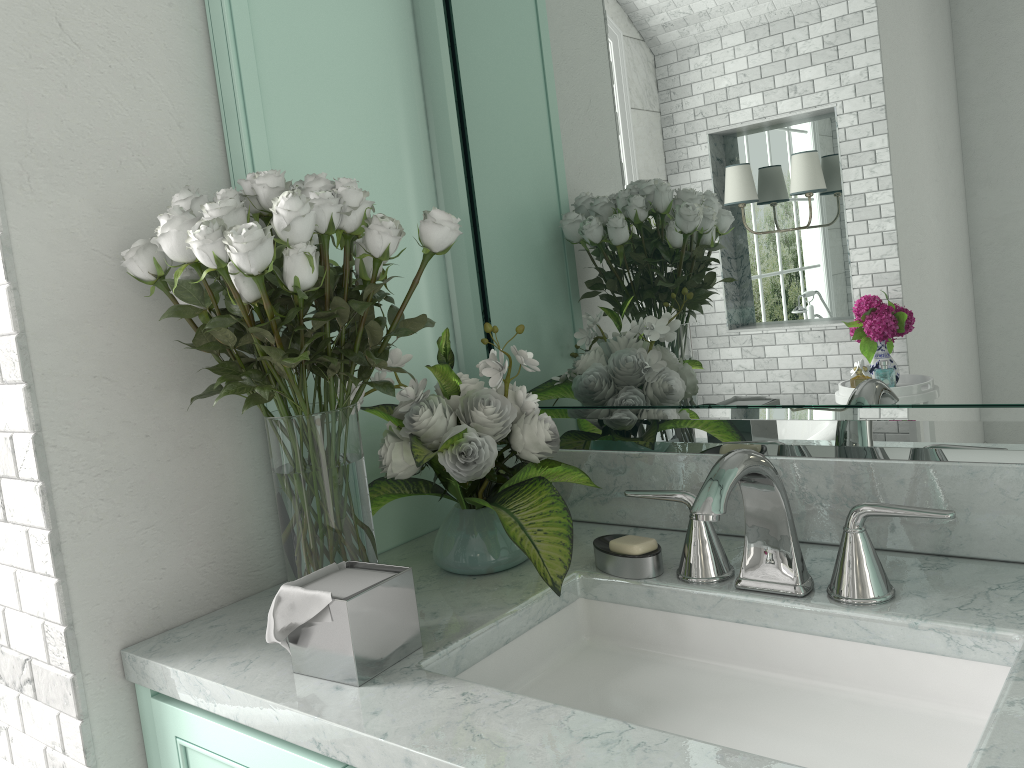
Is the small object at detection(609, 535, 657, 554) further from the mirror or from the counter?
the mirror

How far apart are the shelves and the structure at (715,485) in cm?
66

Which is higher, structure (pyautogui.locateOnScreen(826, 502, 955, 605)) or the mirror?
the mirror

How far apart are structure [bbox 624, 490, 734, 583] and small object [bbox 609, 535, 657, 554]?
0.1 meters

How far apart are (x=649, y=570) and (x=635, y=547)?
0.0 meters

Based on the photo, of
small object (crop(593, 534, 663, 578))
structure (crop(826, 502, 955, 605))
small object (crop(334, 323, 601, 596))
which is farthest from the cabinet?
structure (crop(826, 502, 955, 605))

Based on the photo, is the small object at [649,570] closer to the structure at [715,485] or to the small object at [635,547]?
the small object at [635,547]

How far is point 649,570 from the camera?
1.3 meters

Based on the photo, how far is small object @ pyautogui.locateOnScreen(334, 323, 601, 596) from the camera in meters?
1.3

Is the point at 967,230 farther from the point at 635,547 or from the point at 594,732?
the point at 594,732
